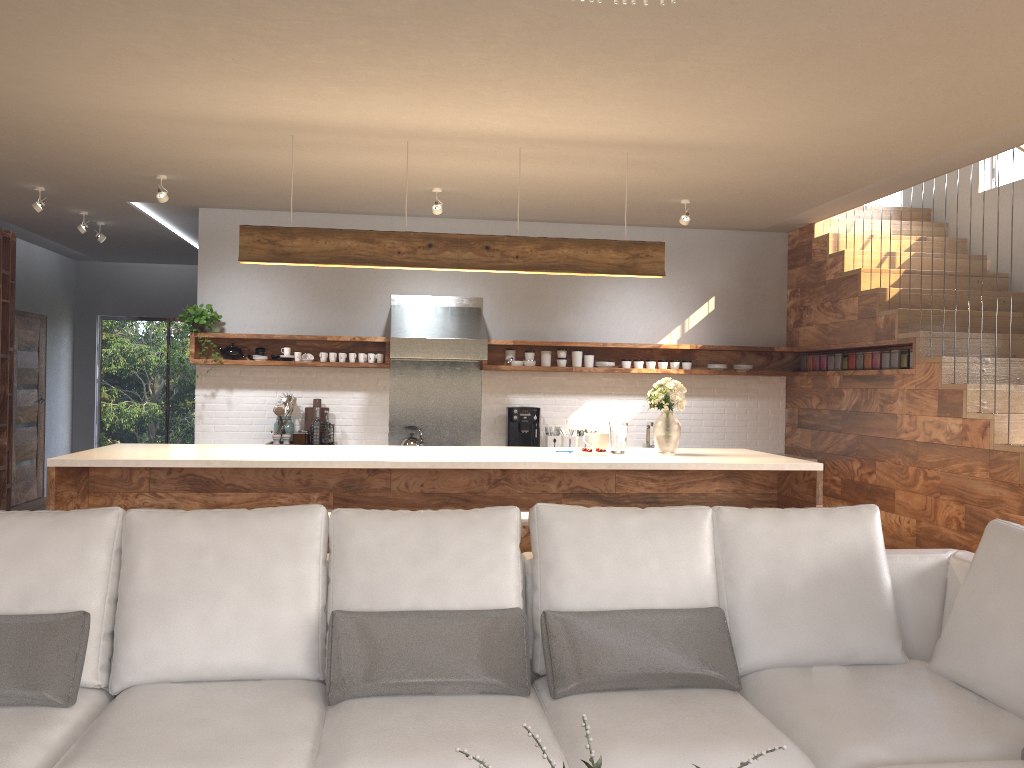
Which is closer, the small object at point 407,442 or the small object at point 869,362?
the small object at point 869,362

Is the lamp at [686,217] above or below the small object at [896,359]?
above

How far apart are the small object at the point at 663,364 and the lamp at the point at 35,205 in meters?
5.0

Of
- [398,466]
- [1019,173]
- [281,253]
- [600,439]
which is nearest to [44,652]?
[398,466]

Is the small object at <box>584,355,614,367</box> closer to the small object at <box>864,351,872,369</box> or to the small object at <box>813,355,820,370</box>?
the small object at <box>813,355,820,370</box>

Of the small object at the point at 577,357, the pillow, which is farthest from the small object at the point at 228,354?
the pillow

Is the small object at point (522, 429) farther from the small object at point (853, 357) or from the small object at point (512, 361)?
the small object at point (853, 357)

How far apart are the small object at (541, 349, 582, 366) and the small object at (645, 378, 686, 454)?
2.4 meters

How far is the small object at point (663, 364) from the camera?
7.7m

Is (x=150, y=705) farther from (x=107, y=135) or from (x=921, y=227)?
(x=921, y=227)
